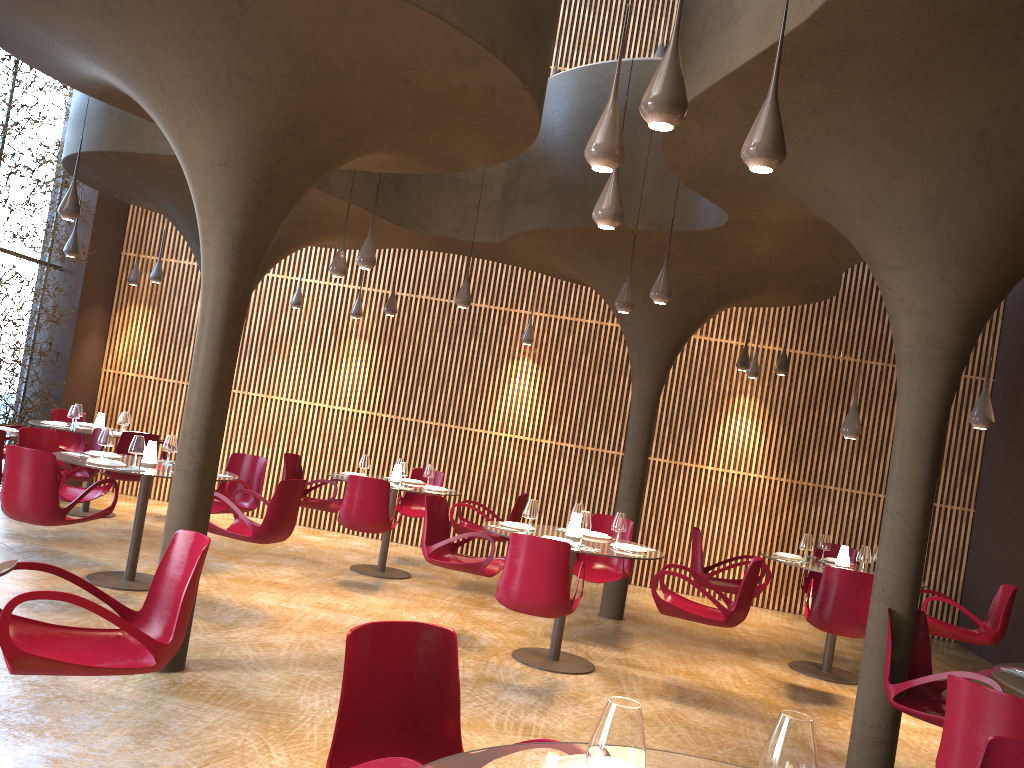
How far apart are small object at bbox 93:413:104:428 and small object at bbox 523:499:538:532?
6.92m

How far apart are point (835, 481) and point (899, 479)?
7.6 meters

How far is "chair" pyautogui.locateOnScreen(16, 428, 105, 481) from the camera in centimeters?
991cm

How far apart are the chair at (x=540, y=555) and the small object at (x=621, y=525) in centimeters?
112cm

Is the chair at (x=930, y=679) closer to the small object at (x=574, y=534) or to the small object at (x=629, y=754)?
the small object at (x=574, y=534)

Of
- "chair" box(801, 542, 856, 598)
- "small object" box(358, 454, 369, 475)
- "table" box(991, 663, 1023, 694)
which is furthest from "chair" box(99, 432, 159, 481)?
"table" box(991, 663, 1023, 694)

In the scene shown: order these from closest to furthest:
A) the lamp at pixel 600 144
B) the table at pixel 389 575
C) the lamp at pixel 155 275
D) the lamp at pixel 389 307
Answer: the lamp at pixel 600 144 < the table at pixel 389 575 < the lamp at pixel 389 307 < the lamp at pixel 155 275

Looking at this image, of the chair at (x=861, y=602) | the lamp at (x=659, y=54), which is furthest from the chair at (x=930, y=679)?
the lamp at (x=659, y=54)

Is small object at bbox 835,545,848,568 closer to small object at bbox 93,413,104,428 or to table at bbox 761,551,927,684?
table at bbox 761,551,927,684

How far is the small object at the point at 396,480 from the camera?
11.0 meters
